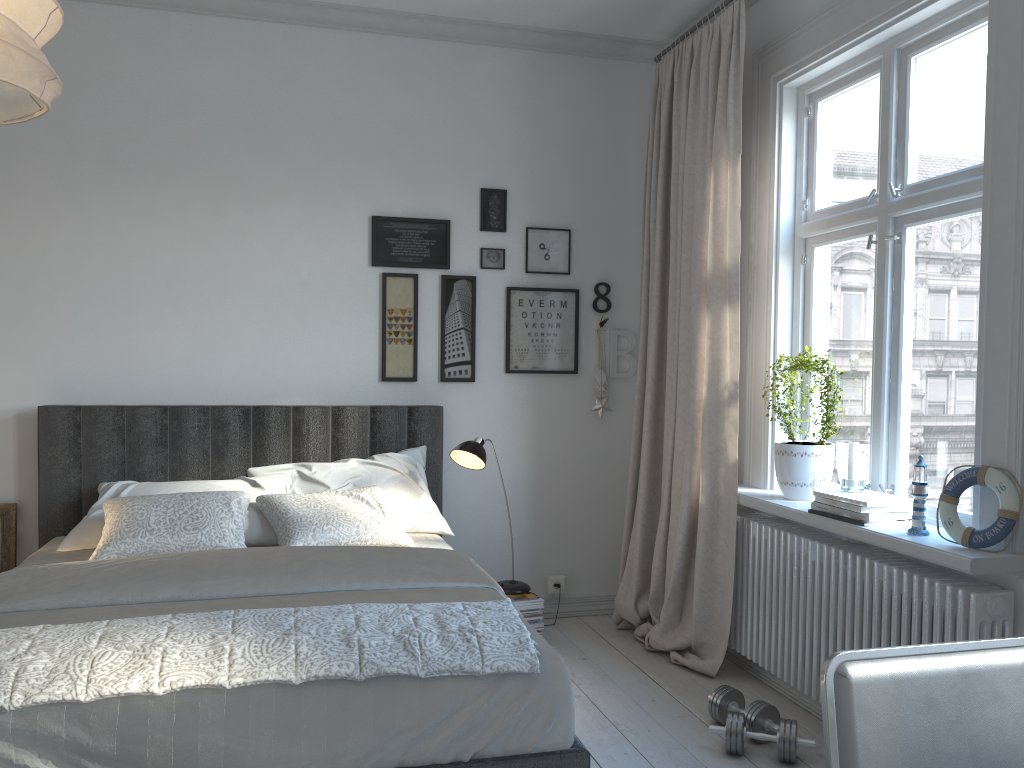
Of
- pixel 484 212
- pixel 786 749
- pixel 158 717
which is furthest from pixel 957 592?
pixel 484 212

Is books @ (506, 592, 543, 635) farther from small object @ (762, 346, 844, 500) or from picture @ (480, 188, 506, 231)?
picture @ (480, 188, 506, 231)

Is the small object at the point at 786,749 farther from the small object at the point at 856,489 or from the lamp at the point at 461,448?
the lamp at the point at 461,448

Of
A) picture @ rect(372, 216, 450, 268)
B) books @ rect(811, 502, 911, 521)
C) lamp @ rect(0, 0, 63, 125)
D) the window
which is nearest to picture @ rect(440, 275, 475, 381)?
picture @ rect(372, 216, 450, 268)

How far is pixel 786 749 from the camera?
2.7 meters

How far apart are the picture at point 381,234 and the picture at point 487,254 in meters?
0.2

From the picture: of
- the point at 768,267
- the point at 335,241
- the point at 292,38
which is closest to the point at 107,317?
the point at 335,241

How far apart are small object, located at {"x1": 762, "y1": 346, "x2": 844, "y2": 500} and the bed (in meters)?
1.17

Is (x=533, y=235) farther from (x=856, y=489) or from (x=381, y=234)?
(x=856, y=489)

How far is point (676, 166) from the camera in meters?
3.9
